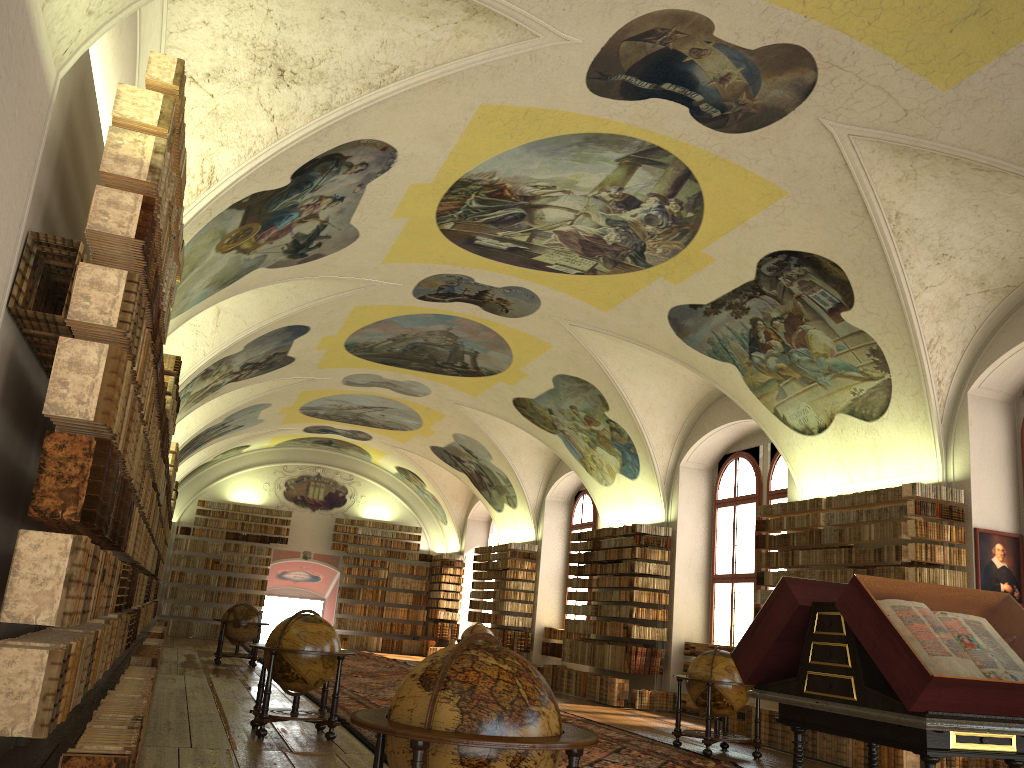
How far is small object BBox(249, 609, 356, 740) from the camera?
10.13m

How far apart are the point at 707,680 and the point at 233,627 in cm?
1229

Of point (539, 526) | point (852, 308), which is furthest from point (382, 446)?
point (852, 308)

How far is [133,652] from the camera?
21.4m

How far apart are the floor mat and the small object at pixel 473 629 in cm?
184

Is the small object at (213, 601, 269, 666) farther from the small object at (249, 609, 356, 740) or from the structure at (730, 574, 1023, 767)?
the structure at (730, 574, 1023, 767)

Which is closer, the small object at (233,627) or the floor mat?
the floor mat

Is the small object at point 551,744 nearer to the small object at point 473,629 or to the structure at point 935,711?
the structure at point 935,711

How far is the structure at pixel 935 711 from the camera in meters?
4.8

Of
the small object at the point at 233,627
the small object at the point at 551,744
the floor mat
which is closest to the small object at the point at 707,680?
the floor mat
